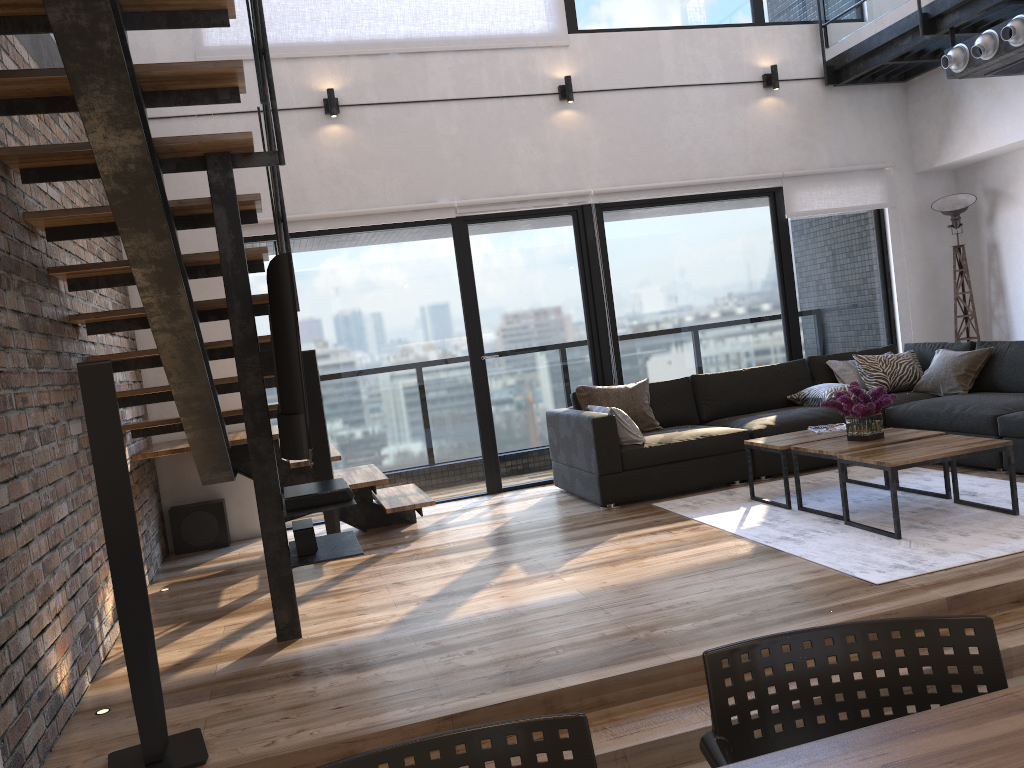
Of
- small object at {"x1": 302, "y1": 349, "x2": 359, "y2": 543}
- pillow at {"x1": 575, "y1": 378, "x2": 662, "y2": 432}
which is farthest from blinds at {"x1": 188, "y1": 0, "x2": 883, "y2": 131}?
pillow at {"x1": 575, "y1": 378, "x2": 662, "y2": 432}

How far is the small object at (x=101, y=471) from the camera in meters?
2.5

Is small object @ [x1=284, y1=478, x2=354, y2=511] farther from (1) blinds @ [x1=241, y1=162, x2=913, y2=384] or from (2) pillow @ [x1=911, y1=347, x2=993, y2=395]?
(2) pillow @ [x1=911, y1=347, x2=993, y2=395]

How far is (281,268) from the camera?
3.1 meters

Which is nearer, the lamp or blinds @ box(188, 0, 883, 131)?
blinds @ box(188, 0, 883, 131)

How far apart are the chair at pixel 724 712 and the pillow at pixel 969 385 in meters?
5.0

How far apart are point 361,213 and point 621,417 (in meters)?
2.33

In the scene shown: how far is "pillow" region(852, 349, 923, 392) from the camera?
6.32m

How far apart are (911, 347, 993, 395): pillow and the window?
1.1m

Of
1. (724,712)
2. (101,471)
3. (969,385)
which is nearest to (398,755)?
(724,712)
